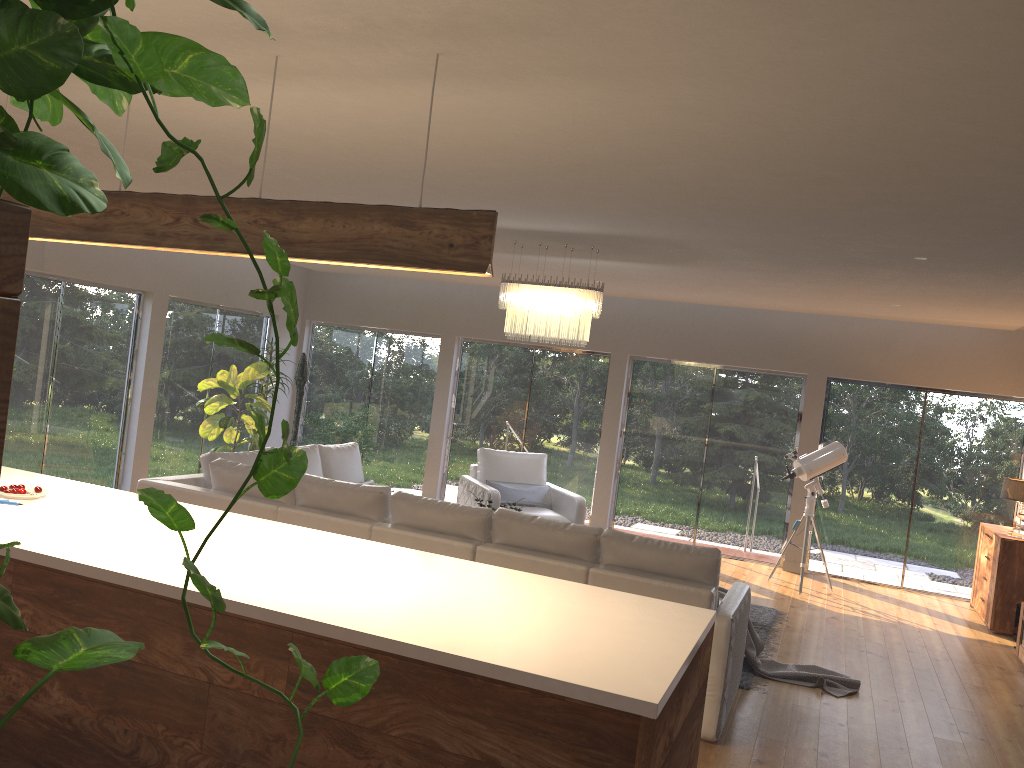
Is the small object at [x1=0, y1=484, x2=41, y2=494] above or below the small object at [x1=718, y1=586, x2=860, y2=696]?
above

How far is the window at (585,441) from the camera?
10.5m

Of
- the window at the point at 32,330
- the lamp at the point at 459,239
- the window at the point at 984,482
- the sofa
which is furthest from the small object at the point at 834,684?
the window at the point at 32,330

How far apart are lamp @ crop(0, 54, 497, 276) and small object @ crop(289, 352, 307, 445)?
7.3 meters

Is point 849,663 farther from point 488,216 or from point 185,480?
point 488,216

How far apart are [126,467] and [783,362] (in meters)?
7.07

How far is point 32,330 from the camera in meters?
8.0 m

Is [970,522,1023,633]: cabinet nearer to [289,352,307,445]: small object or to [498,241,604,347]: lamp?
[498,241,604,347]: lamp

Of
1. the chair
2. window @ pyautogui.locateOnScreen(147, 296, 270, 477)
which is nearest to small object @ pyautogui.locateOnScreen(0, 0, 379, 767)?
the chair

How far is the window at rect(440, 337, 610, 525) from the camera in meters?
10.5 m
